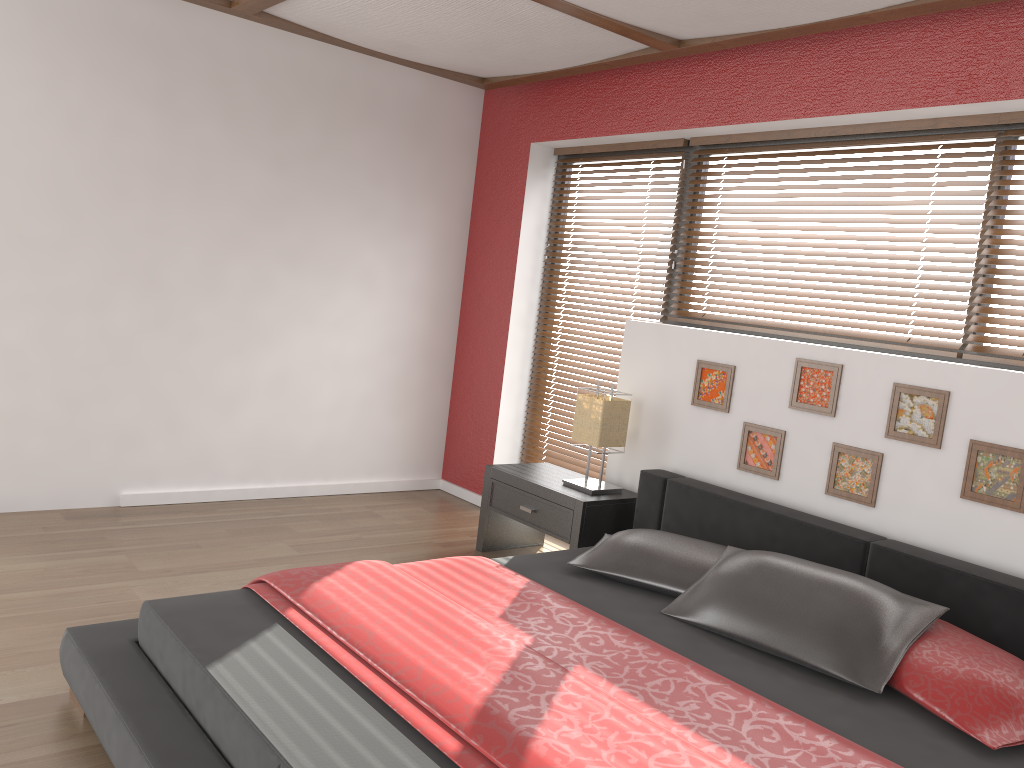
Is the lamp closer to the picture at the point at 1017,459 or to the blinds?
the blinds

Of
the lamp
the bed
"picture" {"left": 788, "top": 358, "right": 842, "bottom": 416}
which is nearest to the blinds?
"picture" {"left": 788, "top": 358, "right": 842, "bottom": 416}

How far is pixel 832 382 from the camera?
3.35m

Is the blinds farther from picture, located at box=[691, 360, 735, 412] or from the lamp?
the lamp

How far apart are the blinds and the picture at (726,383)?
0.4m

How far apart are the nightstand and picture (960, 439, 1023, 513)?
1.39m

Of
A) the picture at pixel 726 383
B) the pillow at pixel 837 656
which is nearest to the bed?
the pillow at pixel 837 656

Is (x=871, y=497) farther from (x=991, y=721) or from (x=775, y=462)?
(x=991, y=721)

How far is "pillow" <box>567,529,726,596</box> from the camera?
3.0m

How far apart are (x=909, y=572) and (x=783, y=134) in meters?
2.0 m
